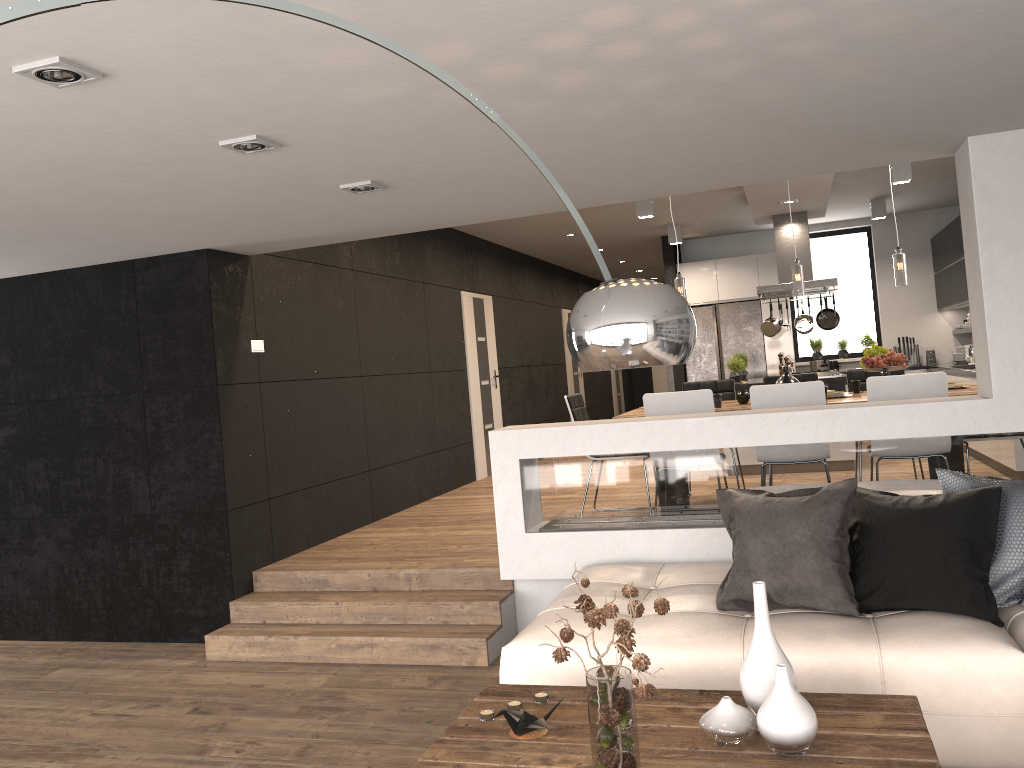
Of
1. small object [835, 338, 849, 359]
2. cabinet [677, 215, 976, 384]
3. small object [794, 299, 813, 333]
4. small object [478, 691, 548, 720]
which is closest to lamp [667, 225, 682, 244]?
cabinet [677, 215, 976, 384]

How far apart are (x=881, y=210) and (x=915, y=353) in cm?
216

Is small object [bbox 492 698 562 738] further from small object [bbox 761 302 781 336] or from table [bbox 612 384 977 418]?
small object [bbox 761 302 781 336]

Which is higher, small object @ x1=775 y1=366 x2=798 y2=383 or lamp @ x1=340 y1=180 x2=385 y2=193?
lamp @ x1=340 y1=180 x2=385 y2=193

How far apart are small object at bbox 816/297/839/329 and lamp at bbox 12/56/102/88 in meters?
8.4

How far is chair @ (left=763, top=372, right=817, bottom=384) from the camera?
7.2 meters

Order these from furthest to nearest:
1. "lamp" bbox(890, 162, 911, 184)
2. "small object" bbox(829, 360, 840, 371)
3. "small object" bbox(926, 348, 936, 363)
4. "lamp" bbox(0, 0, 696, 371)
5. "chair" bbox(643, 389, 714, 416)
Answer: "small object" bbox(829, 360, 840, 371)
"small object" bbox(926, 348, 936, 363)
"lamp" bbox(890, 162, 911, 184)
"chair" bbox(643, 389, 714, 416)
"lamp" bbox(0, 0, 696, 371)

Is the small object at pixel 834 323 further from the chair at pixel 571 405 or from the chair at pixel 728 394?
the chair at pixel 571 405

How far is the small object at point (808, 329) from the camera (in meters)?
9.66

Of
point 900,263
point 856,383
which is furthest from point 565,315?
point 900,263
